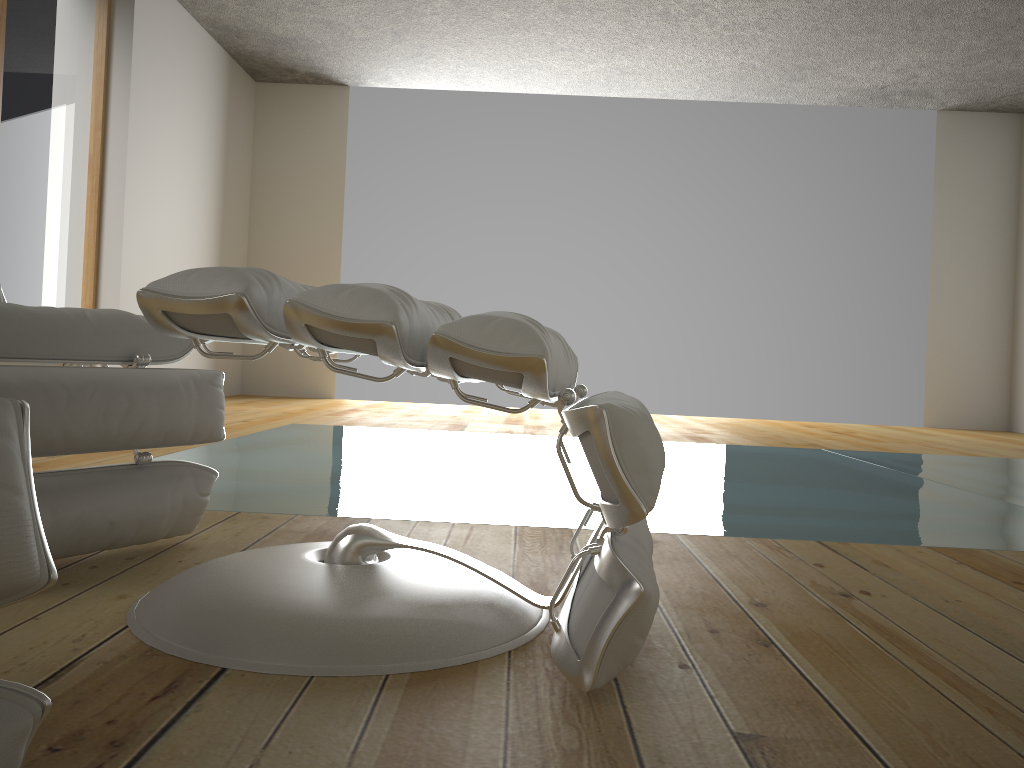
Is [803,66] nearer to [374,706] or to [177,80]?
[177,80]

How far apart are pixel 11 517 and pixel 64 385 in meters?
0.8

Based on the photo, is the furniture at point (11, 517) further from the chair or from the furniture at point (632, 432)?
the chair

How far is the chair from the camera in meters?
1.2 m

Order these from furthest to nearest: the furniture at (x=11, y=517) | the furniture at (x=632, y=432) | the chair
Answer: the chair → the furniture at (x=632, y=432) → the furniture at (x=11, y=517)

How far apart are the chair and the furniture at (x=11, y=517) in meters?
0.7

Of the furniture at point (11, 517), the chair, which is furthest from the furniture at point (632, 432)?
the furniture at point (11, 517)

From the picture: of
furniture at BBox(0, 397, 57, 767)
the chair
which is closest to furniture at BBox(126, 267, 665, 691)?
the chair

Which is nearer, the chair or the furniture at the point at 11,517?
the furniture at the point at 11,517

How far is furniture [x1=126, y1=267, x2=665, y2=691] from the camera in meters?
0.9
